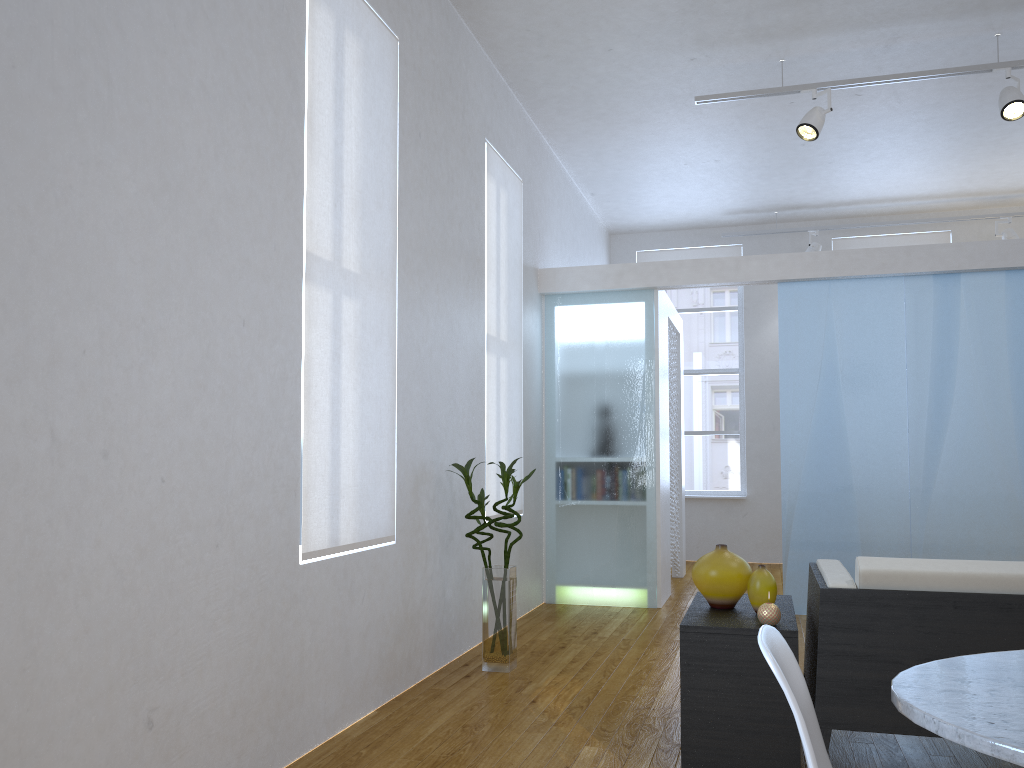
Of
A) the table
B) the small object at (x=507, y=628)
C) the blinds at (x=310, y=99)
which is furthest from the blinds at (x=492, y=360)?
the table

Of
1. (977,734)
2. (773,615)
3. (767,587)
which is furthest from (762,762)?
(977,734)

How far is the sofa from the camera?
2.5 meters

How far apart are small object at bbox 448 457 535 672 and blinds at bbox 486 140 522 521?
0.6m

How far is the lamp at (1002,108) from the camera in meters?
4.7 m

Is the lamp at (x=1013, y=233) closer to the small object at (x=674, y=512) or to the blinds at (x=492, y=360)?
the small object at (x=674, y=512)

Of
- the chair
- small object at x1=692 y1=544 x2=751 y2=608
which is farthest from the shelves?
the chair

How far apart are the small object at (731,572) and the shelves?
0.02m

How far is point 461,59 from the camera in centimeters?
459cm

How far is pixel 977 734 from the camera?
1.08m
